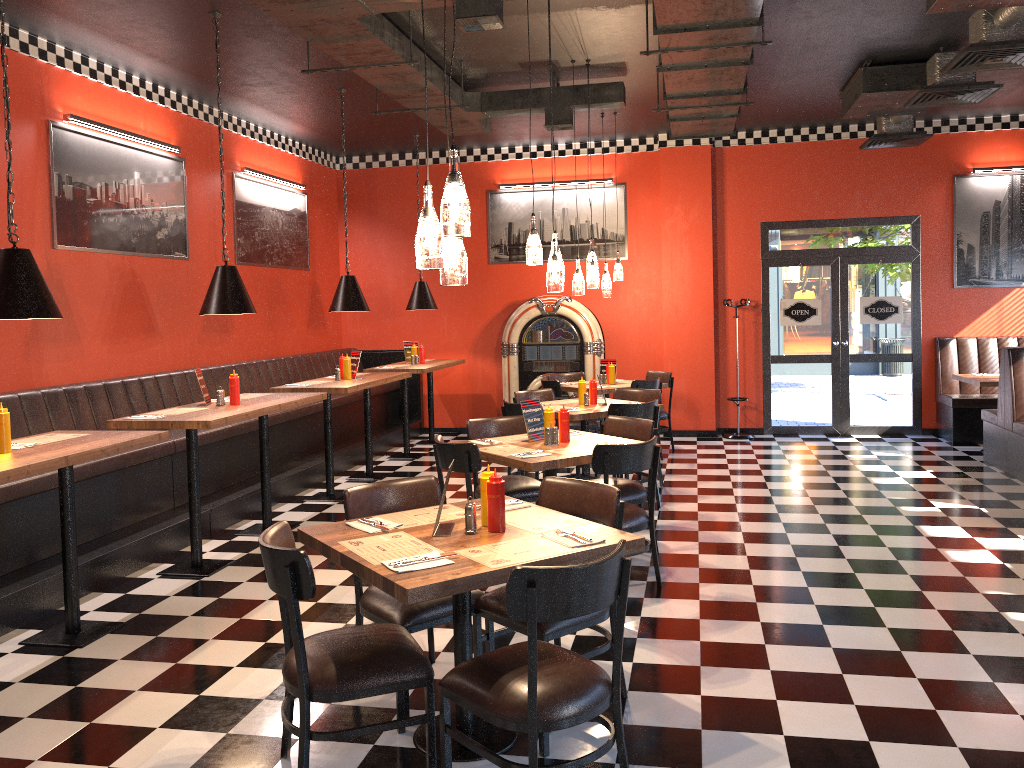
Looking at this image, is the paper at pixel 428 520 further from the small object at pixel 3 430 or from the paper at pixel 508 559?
the small object at pixel 3 430

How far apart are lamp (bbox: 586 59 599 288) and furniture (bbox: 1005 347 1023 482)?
3.80m

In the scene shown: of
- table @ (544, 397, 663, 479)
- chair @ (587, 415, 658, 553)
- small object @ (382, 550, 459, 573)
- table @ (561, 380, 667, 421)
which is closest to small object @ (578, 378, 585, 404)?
table @ (544, 397, 663, 479)

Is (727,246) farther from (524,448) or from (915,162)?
(524,448)

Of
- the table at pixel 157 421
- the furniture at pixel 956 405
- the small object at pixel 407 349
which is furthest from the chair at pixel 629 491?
the furniture at pixel 956 405

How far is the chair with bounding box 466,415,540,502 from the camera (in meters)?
5.78

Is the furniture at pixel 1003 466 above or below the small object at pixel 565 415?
below

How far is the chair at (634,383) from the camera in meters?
8.9

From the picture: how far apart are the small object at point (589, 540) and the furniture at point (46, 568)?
3.12m

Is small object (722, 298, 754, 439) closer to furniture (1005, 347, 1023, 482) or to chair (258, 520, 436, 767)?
furniture (1005, 347, 1023, 482)
